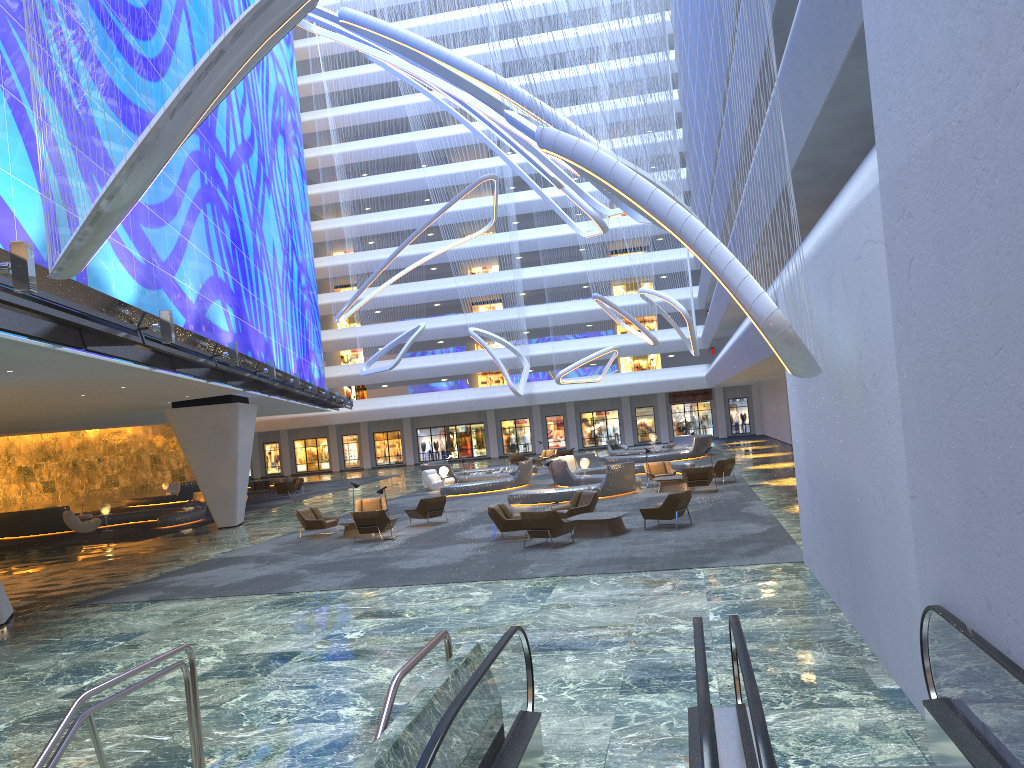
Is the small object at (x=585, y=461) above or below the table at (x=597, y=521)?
above

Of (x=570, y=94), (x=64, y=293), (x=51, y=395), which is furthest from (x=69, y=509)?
(x=64, y=293)

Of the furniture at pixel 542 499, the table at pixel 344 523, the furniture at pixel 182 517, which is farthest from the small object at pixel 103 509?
the furniture at pixel 542 499

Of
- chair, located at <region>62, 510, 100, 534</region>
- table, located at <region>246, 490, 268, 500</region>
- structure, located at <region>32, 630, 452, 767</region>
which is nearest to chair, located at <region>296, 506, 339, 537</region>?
chair, located at <region>62, 510, 100, 534</region>

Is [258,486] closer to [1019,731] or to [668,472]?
[668,472]

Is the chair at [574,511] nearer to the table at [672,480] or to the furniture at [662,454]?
the table at [672,480]

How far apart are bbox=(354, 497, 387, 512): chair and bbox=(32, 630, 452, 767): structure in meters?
18.1

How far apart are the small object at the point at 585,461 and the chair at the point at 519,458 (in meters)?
13.72

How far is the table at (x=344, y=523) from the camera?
22.3m

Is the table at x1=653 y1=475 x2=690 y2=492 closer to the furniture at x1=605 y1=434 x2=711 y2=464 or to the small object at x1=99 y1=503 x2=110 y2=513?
the furniture at x1=605 y1=434 x2=711 y2=464
